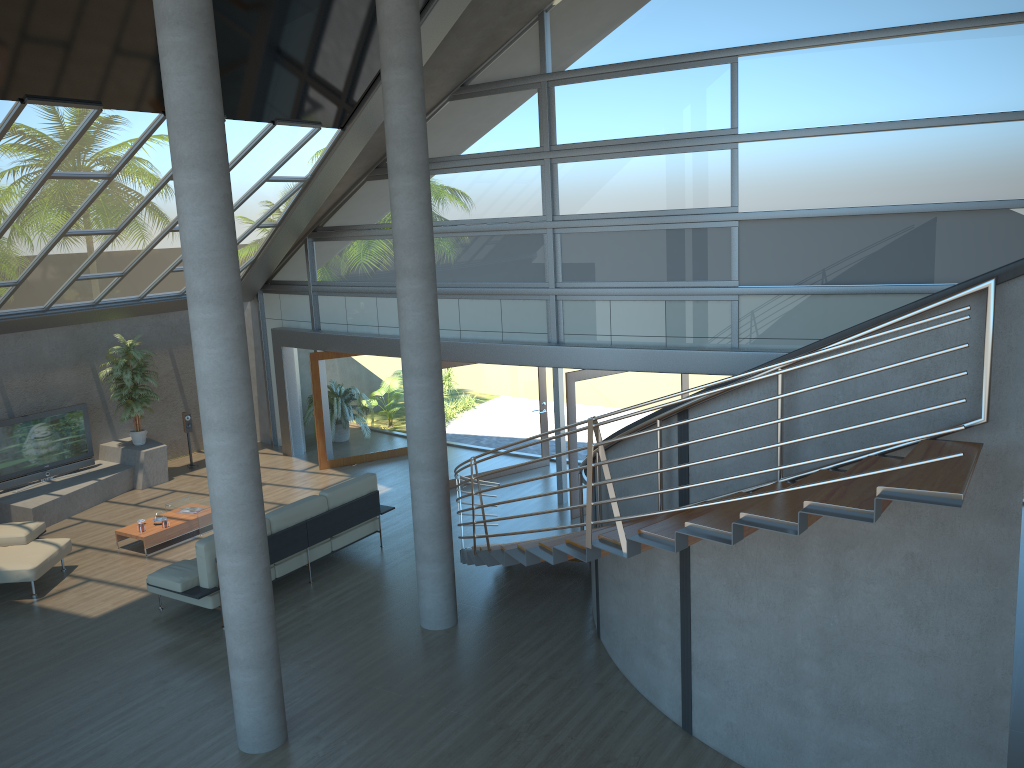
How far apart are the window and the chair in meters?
5.4 m

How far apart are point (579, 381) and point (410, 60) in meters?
5.0 m

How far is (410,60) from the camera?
7.8m

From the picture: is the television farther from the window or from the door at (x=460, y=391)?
the door at (x=460, y=391)

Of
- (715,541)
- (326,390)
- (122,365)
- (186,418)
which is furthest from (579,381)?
(122,365)

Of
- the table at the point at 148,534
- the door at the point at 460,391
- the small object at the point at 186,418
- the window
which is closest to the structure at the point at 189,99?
the table at the point at 148,534

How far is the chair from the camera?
9.9m

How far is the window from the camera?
9.5m

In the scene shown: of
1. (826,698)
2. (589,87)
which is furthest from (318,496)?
(826,698)

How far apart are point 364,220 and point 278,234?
1.36m
